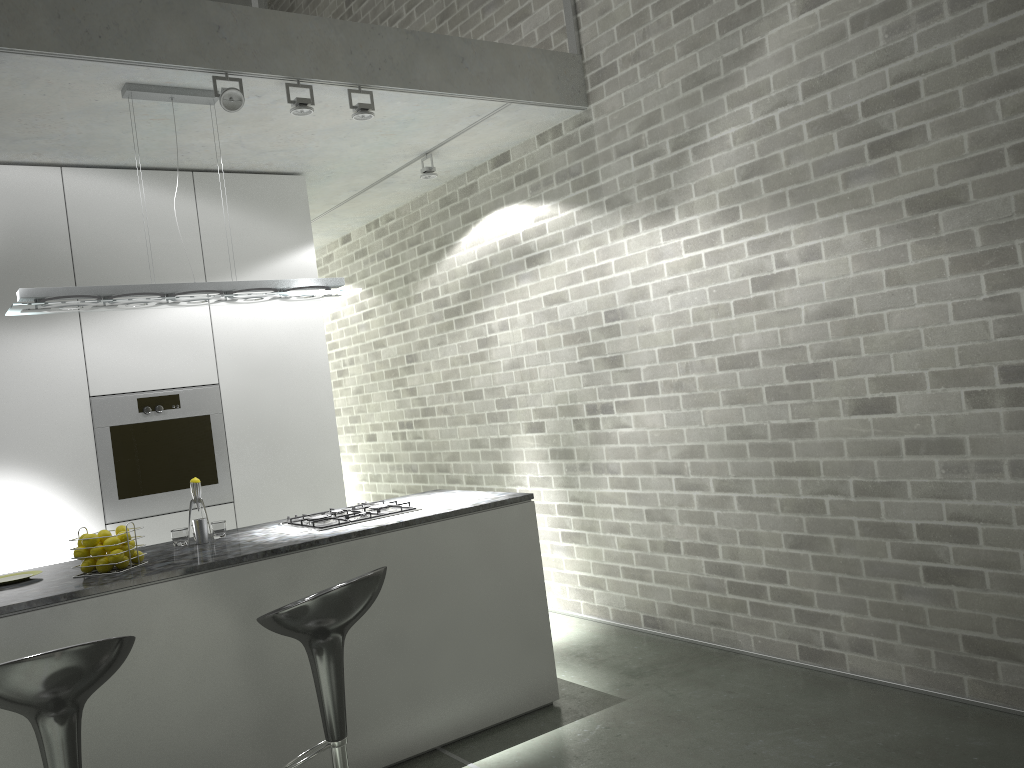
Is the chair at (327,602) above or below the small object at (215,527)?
below

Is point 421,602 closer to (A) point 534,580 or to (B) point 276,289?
(A) point 534,580

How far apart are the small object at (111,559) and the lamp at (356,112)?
2.2m

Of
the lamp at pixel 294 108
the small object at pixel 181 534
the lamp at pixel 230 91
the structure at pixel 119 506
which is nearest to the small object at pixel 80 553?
the small object at pixel 181 534

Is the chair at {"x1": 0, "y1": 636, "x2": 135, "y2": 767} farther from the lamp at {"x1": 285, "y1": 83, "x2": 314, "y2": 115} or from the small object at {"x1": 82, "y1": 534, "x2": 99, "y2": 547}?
the lamp at {"x1": 285, "y1": 83, "x2": 314, "y2": 115}

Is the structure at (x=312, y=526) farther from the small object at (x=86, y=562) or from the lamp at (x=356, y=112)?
the lamp at (x=356, y=112)

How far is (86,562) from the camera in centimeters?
330cm

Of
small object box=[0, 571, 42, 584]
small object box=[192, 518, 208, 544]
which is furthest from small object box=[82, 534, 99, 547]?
small object box=[192, 518, 208, 544]

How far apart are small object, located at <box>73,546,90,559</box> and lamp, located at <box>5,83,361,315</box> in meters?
1.0 m

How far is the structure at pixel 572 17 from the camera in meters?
5.0 m
